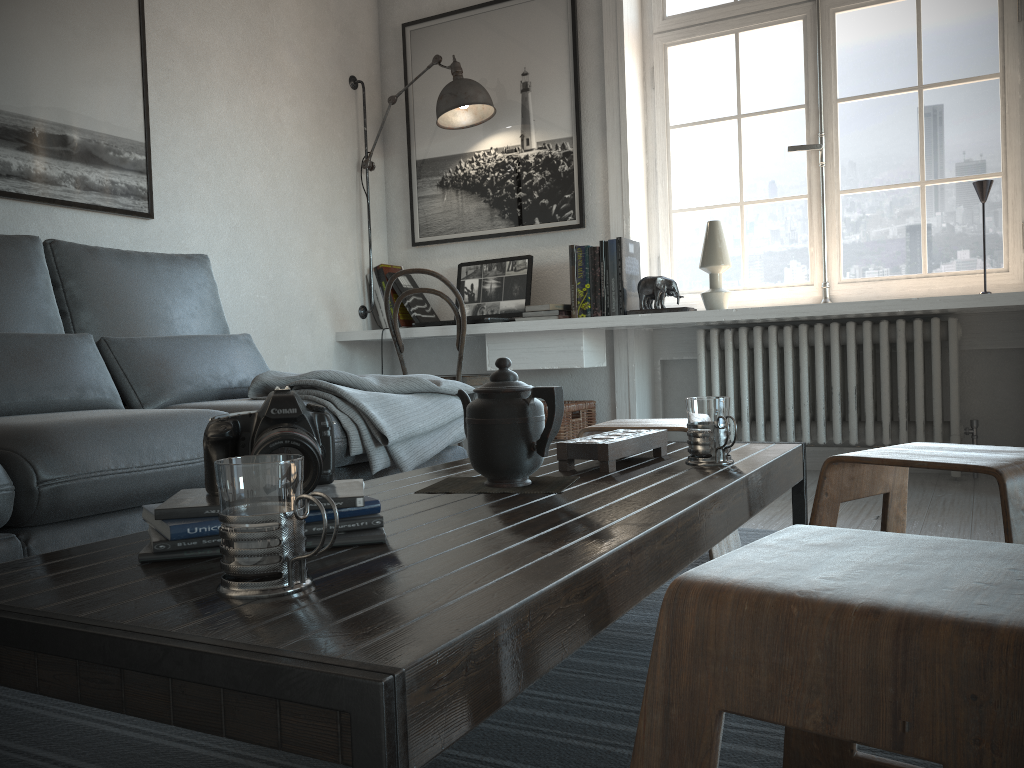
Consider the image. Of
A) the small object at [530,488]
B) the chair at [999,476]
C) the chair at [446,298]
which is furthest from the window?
the small object at [530,488]

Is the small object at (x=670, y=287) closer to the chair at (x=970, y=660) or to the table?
the table

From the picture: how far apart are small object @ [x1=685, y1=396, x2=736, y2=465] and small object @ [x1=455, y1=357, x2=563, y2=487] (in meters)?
0.30

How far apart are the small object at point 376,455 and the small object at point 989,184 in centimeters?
191cm

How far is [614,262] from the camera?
3.6m

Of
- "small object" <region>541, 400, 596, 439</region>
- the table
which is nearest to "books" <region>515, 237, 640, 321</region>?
"small object" <region>541, 400, 596, 439</region>

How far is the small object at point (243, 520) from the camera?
0.7 meters

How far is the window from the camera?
3.40m

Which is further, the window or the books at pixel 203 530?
the window

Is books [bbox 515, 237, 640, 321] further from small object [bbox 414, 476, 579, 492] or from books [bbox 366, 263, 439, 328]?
small object [bbox 414, 476, 579, 492]
